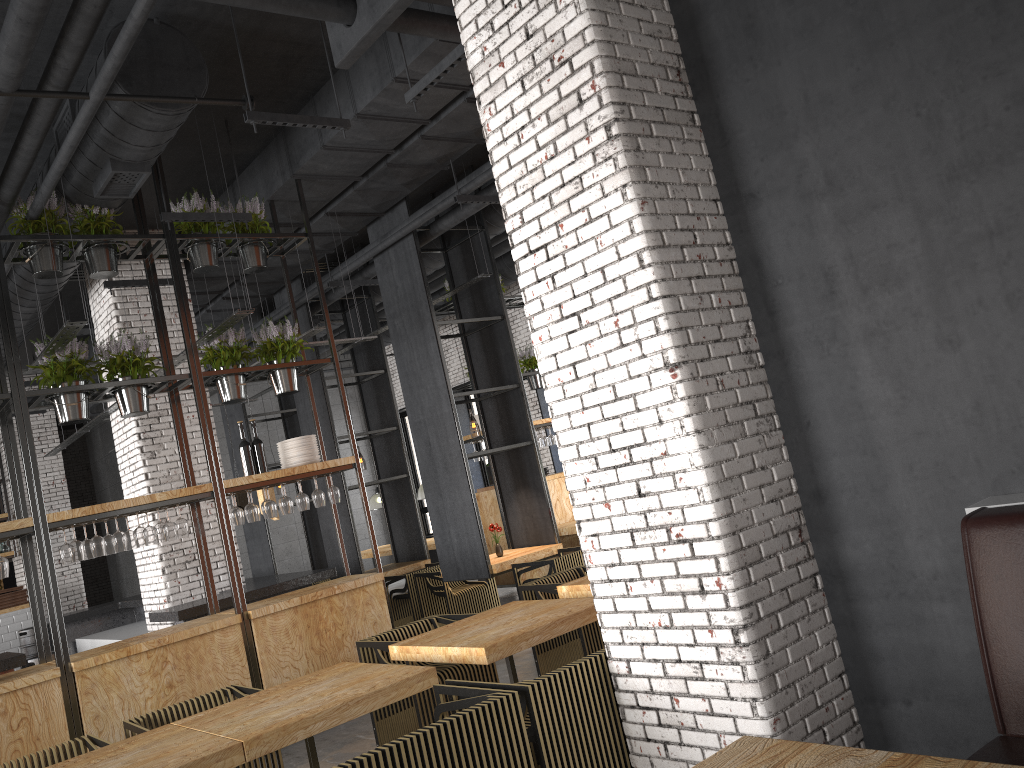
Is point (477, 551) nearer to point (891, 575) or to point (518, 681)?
point (518, 681)

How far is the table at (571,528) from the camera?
11.1m

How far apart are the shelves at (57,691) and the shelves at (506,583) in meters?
4.1 m

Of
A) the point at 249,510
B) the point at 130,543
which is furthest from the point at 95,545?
the point at 249,510

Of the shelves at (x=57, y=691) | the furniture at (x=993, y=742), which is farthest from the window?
the furniture at (x=993, y=742)

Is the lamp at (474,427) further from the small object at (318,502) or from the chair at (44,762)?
the chair at (44,762)

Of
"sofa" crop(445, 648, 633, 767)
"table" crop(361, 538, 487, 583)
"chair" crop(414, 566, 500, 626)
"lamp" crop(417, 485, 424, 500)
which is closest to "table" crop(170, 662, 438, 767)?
"sofa" crop(445, 648, 633, 767)

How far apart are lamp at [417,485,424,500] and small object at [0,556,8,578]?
9.20m

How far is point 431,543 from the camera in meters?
14.4

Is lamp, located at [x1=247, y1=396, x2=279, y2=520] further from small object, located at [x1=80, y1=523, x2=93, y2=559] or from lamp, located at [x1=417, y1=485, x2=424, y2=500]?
lamp, located at [x1=417, y1=485, x2=424, y2=500]
